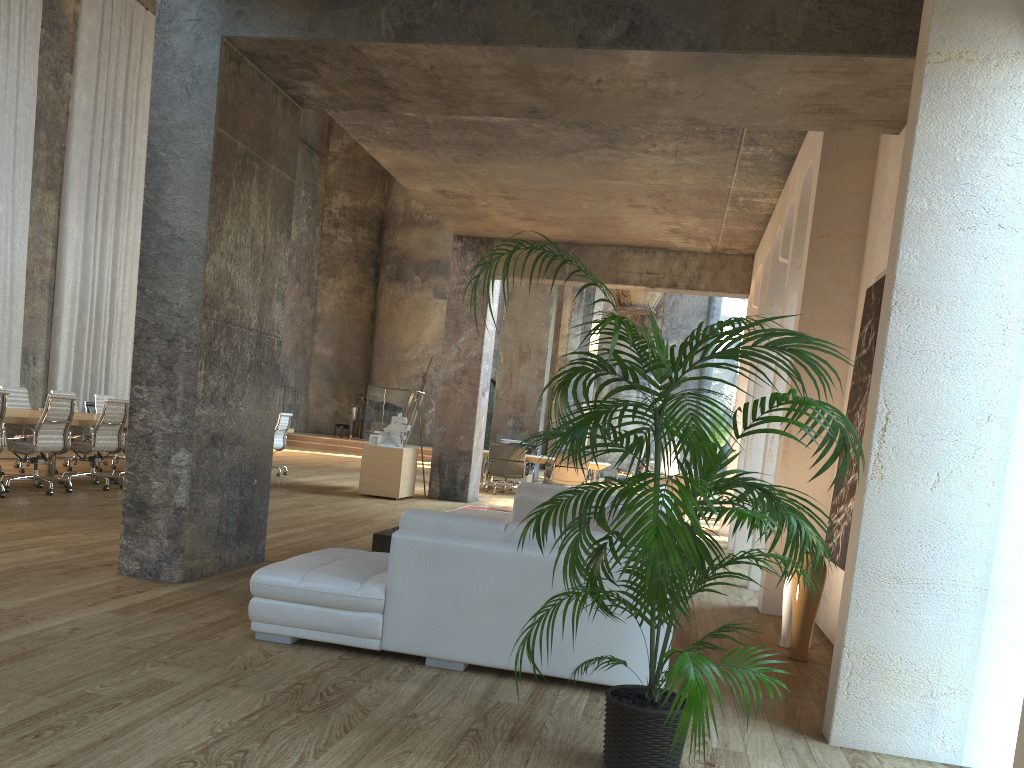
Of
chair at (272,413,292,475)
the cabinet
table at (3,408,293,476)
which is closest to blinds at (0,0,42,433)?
chair at (272,413,292,475)

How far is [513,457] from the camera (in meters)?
14.92

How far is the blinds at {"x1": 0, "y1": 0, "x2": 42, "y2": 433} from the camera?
14.8 meters

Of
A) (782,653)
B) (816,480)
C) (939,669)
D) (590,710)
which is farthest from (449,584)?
(816,480)

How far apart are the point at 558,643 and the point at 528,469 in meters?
12.6

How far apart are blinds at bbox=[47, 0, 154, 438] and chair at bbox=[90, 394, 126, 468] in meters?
4.5

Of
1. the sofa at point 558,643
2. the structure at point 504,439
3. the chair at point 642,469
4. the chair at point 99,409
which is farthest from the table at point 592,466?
the sofa at point 558,643

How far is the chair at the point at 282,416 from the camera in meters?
14.2

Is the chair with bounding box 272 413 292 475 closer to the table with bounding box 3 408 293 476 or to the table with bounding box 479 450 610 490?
the table with bounding box 3 408 293 476

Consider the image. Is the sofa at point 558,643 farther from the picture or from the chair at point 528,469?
the chair at point 528,469
